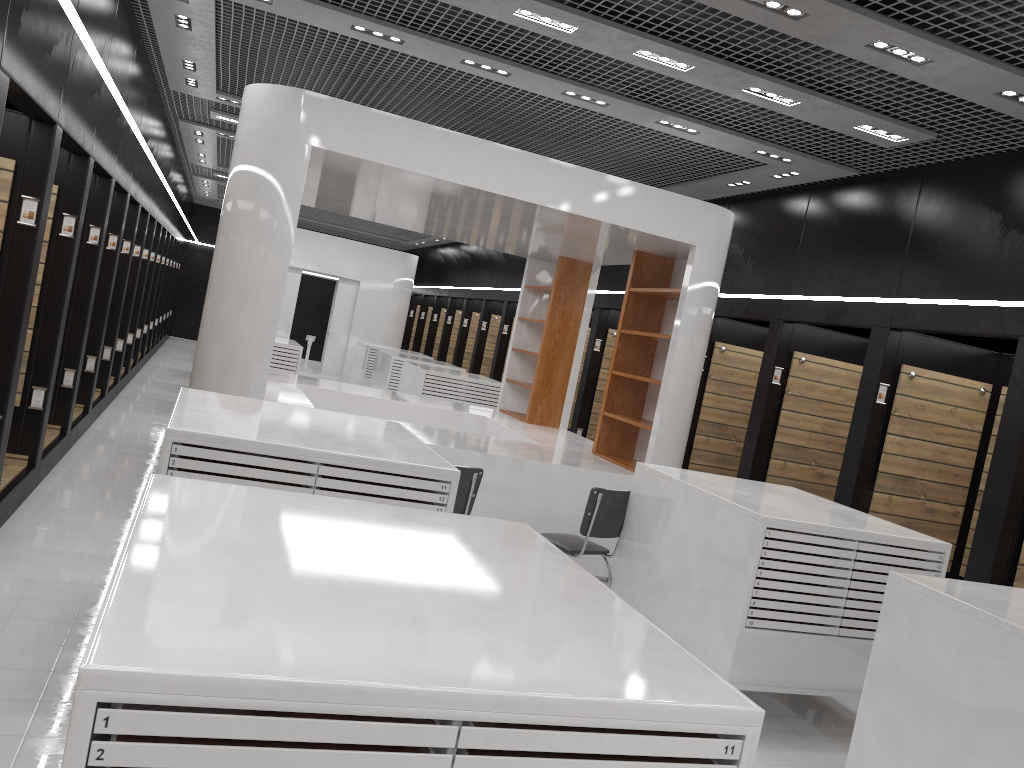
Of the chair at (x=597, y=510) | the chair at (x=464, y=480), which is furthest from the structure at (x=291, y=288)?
the chair at (x=464, y=480)

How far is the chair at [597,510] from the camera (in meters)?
6.04

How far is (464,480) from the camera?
5.8 meters

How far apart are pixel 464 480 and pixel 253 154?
2.85m

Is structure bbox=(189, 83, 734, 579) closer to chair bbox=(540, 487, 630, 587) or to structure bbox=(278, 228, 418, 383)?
chair bbox=(540, 487, 630, 587)

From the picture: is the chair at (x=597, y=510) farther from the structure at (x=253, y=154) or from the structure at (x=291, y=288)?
the structure at (x=291, y=288)

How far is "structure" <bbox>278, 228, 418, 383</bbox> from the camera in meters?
19.4 m

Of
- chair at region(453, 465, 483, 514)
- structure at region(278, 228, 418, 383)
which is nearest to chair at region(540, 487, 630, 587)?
chair at region(453, 465, 483, 514)

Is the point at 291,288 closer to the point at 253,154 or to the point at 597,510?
the point at 253,154

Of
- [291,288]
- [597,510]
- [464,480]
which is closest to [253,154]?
[464,480]
